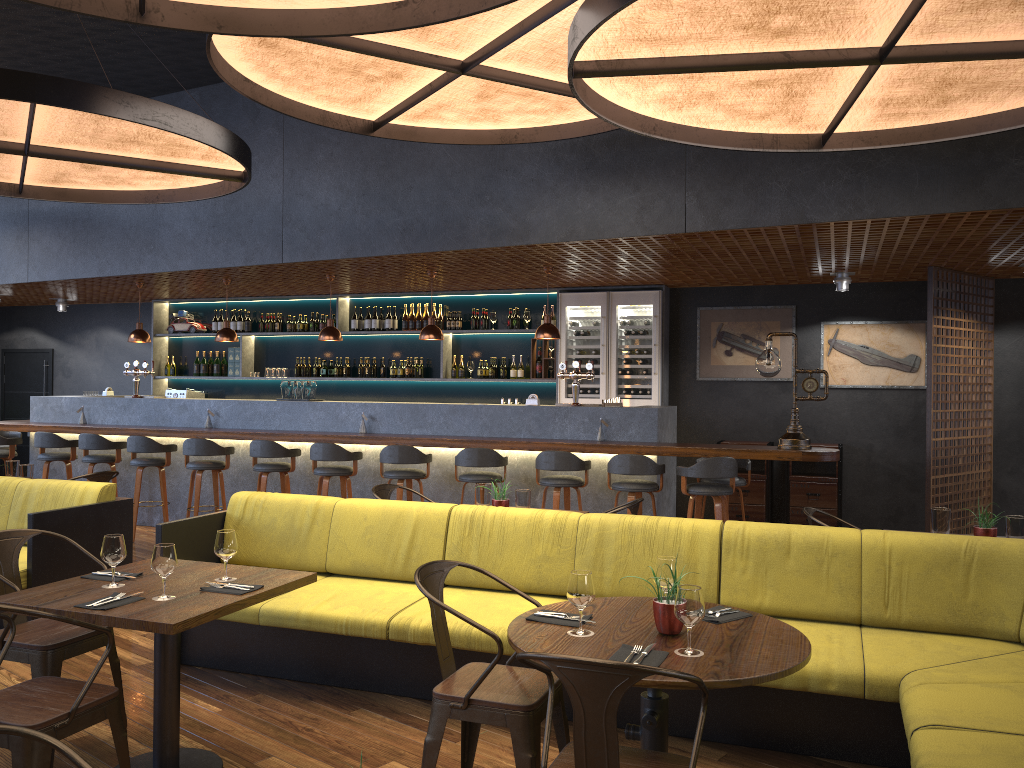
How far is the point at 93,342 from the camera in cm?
1283

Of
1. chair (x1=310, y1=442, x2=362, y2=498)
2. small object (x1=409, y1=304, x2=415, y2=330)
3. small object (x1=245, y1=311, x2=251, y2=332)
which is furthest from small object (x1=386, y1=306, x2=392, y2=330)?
chair (x1=310, y1=442, x2=362, y2=498)

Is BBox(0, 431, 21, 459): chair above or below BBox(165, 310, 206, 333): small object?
below

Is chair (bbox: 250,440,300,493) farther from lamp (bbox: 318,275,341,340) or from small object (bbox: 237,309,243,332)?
small object (bbox: 237,309,243,332)

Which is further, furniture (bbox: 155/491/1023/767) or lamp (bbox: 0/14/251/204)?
lamp (bbox: 0/14/251/204)

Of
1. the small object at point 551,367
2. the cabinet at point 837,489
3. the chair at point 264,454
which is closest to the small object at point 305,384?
the chair at point 264,454

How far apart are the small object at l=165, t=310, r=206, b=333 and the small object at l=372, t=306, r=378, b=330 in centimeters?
268cm

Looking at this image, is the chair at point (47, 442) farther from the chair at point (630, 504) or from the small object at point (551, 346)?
the chair at point (630, 504)

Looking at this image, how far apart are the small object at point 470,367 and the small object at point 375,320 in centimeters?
136cm

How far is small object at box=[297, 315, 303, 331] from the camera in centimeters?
1136cm
